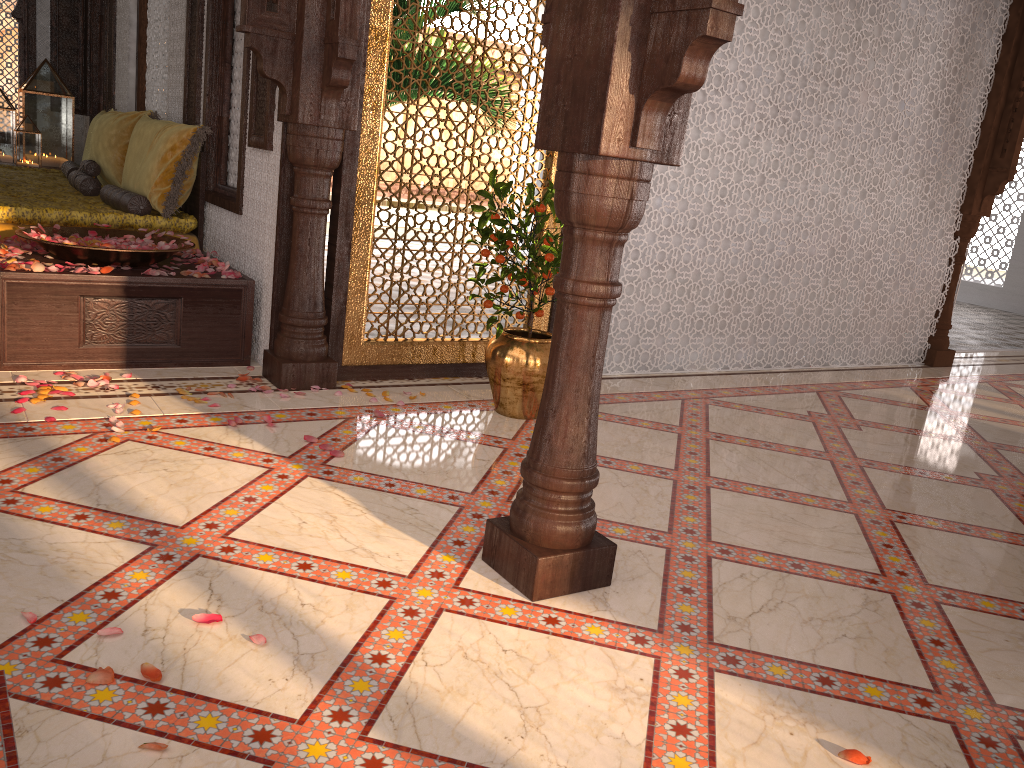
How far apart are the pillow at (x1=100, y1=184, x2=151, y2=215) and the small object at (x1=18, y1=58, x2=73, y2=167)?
3.1 meters

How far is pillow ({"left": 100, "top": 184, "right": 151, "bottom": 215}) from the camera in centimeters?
469cm

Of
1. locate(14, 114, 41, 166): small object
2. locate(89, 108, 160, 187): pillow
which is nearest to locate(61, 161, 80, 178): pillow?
locate(89, 108, 160, 187): pillow

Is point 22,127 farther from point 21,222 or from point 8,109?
point 21,222

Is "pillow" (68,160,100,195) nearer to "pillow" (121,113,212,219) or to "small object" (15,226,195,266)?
"pillow" (121,113,212,219)

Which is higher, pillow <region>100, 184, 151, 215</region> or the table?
pillow <region>100, 184, 151, 215</region>

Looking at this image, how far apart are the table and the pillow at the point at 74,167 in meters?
2.6 m

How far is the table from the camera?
3.59m

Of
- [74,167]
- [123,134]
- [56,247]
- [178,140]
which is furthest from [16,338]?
[74,167]

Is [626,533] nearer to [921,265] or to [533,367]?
[533,367]
